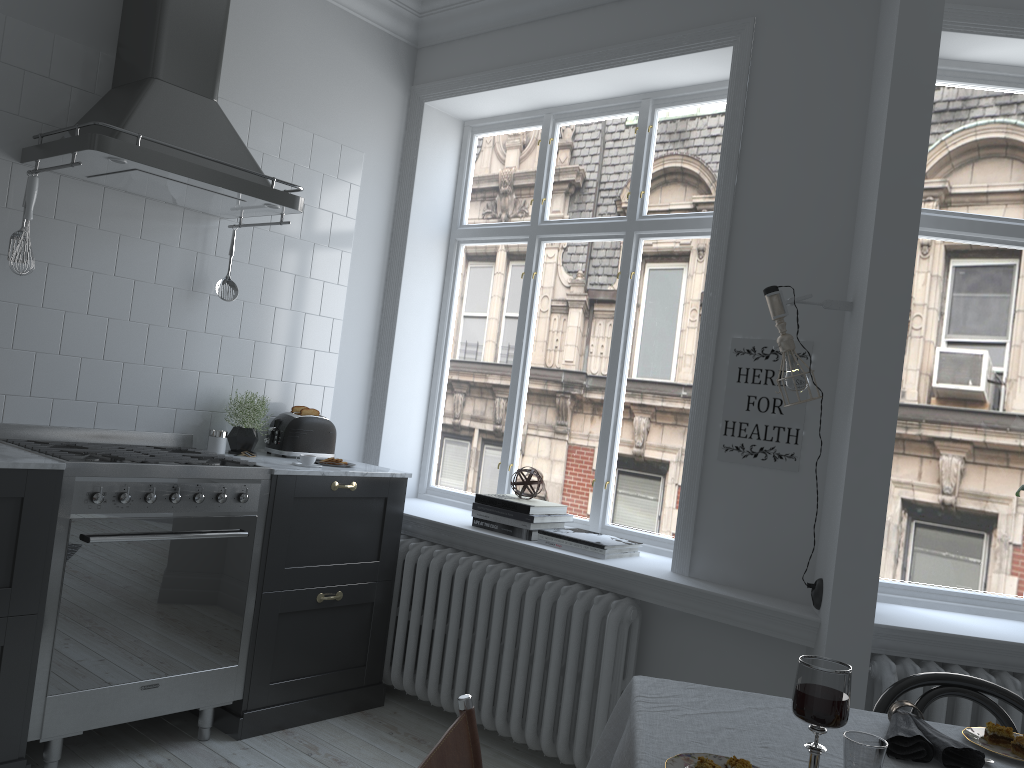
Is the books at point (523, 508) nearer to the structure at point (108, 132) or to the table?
the structure at point (108, 132)

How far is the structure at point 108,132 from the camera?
3.00m

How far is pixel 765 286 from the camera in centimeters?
323cm

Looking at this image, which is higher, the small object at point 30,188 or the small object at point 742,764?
the small object at point 30,188

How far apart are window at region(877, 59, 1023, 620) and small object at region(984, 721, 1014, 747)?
1.56m

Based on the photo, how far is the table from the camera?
1.53m

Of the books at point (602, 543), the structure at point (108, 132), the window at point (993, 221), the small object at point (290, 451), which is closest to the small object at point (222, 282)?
the structure at point (108, 132)

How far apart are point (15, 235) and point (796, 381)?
2.7 meters

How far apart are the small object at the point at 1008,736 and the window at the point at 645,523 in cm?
200

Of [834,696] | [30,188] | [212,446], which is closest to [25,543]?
[212,446]
